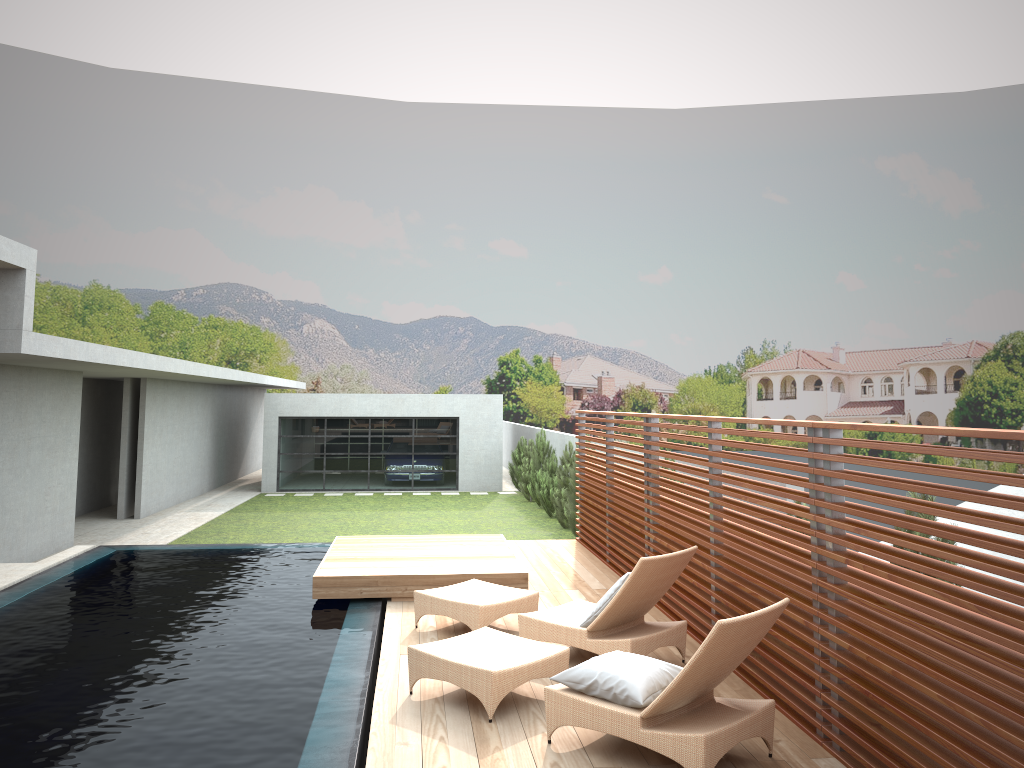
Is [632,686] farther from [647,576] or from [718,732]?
[647,576]

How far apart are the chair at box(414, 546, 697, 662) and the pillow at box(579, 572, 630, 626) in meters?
0.1

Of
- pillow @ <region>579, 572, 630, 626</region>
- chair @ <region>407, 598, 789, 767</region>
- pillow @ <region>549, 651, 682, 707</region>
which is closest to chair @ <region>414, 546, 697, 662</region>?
pillow @ <region>579, 572, 630, 626</region>

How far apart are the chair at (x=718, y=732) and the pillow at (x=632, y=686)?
0.0m

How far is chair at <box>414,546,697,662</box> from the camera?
6.09m

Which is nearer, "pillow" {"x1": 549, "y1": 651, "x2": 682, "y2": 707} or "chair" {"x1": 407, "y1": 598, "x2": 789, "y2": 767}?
"chair" {"x1": 407, "y1": 598, "x2": 789, "y2": 767}

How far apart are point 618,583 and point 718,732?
1.9 meters

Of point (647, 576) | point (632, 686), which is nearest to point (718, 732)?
point (632, 686)

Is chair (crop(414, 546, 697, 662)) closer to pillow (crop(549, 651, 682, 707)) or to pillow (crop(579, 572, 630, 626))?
pillow (crop(579, 572, 630, 626))

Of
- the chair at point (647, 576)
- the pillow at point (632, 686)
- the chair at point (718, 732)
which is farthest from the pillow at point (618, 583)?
the pillow at point (632, 686)
